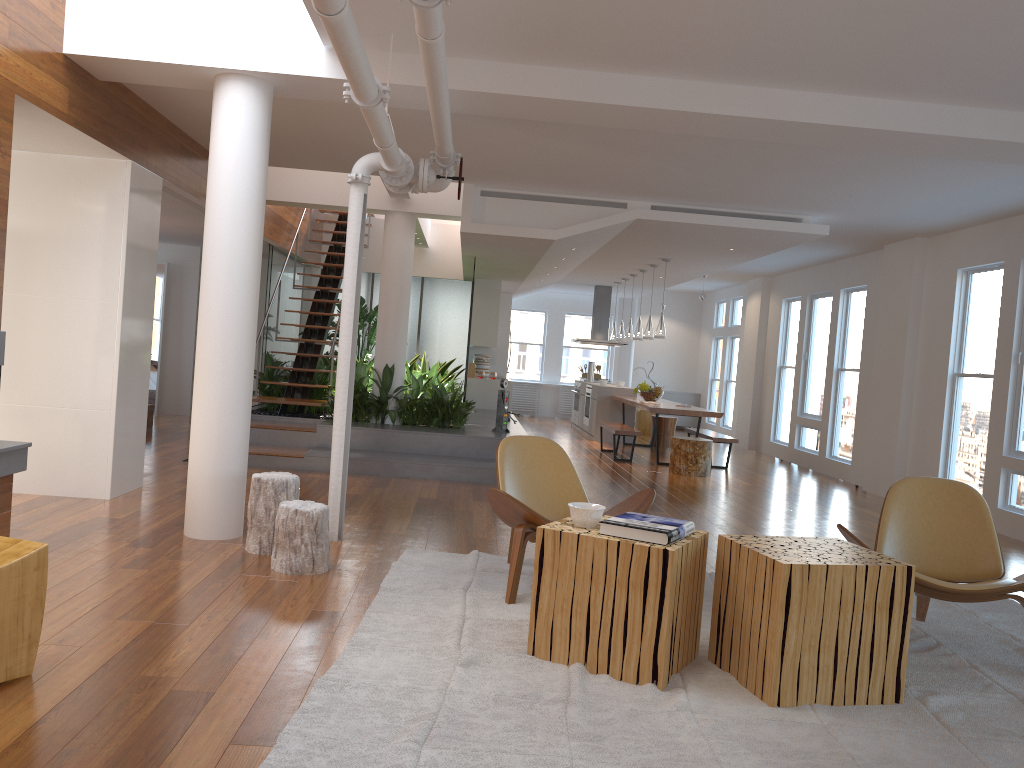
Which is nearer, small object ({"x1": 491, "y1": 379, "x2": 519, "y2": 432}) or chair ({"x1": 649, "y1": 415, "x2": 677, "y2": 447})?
small object ({"x1": 491, "y1": 379, "x2": 519, "y2": 432})

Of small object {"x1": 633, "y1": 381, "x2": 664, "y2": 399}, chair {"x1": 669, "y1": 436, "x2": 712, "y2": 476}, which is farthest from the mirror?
chair {"x1": 669, "y1": 436, "x2": 712, "y2": 476}

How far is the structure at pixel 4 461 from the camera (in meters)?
4.51

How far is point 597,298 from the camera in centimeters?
1546cm

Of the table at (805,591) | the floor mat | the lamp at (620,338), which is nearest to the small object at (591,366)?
the lamp at (620,338)

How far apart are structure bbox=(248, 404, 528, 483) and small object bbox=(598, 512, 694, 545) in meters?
4.5 m

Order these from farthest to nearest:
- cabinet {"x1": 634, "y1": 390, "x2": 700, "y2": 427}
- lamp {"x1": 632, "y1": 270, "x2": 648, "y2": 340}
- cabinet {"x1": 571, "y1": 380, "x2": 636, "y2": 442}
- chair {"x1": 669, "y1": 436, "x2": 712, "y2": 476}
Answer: cabinet {"x1": 634, "y1": 390, "x2": 700, "y2": 427} < cabinet {"x1": 571, "y1": 380, "x2": 636, "y2": 442} < lamp {"x1": 632, "y1": 270, "x2": 648, "y2": 340} < chair {"x1": 669, "y1": 436, "x2": 712, "y2": 476}

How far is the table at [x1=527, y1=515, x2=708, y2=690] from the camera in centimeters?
323cm

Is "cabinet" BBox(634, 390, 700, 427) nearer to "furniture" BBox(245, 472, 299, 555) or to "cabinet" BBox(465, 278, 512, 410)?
"cabinet" BBox(465, 278, 512, 410)

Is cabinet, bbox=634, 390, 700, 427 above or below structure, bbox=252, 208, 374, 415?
below
